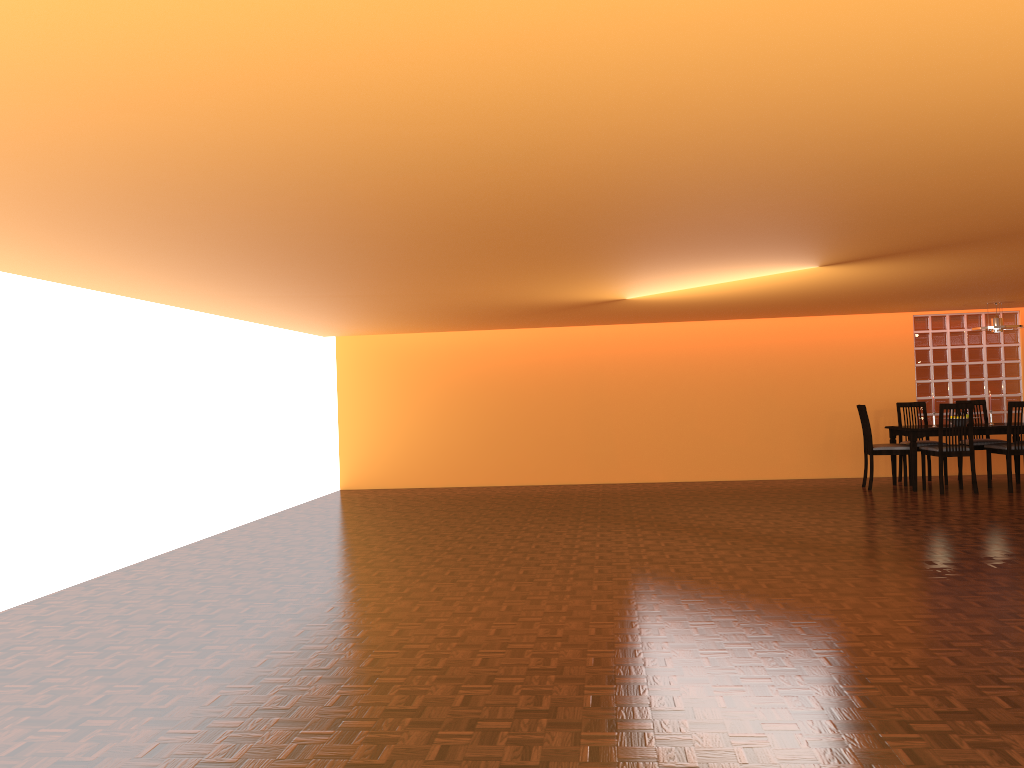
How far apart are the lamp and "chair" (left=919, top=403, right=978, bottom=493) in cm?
89

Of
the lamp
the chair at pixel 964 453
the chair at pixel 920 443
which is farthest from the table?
the lamp

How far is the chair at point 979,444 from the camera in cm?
848

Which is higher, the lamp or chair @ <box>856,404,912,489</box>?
the lamp

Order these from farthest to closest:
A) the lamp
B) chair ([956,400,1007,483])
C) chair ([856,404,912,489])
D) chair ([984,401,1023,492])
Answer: chair ([956,400,1007,483]) < chair ([856,404,912,489]) < the lamp < chair ([984,401,1023,492])

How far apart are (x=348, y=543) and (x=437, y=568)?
1.3 meters

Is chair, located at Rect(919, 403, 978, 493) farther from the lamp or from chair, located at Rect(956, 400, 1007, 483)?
the lamp

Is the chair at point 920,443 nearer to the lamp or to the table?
the table

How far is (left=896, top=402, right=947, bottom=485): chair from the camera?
8.6m

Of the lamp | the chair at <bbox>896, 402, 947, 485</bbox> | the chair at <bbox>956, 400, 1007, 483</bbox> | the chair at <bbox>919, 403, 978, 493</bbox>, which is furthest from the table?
the lamp
